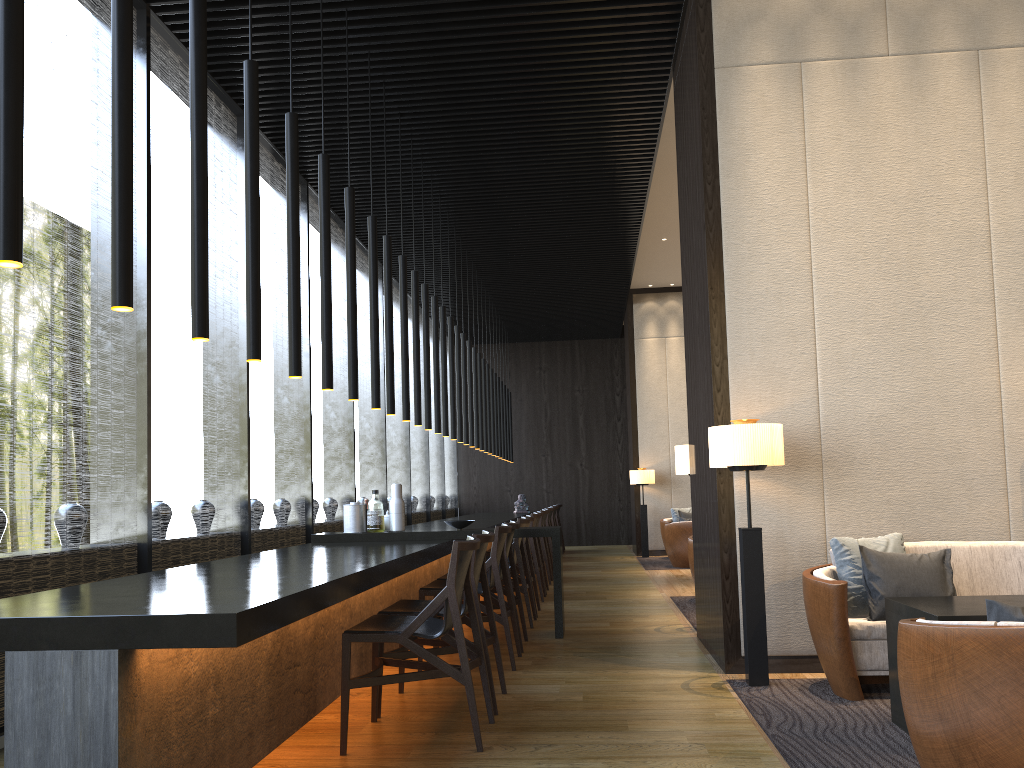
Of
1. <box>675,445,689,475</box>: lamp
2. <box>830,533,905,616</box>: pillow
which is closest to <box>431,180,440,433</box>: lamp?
<box>675,445,689,475</box>: lamp

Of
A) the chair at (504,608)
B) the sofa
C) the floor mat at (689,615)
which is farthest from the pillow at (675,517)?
the sofa

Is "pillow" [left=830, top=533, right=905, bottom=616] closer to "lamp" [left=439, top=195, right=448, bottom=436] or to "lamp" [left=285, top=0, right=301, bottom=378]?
"lamp" [left=285, top=0, right=301, bottom=378]

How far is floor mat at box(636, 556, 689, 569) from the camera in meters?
11.6

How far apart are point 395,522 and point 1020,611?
4.5 meters

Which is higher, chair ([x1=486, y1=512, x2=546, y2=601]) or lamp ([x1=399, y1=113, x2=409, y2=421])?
lamp ([x1=399, y1=113, x2=409, y2=421])

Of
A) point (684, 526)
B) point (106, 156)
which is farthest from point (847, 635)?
point (684, 526)

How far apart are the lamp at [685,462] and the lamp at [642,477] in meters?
7.0

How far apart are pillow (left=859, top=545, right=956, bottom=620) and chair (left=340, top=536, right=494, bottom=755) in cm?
185

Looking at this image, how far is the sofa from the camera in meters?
4.1 m
